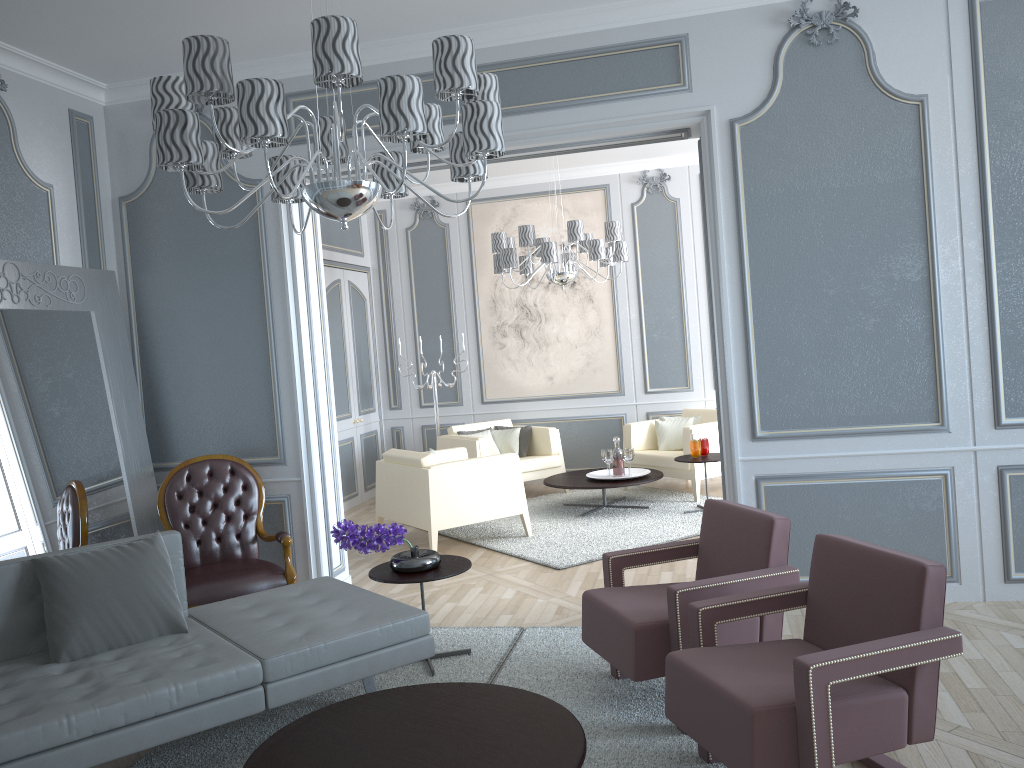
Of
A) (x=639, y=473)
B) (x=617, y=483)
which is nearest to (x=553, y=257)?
(x=617, y=483)

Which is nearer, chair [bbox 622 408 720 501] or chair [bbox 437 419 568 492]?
chair [bbox 622 408 720 501]

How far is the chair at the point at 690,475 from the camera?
6.5m

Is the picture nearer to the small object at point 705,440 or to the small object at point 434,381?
the small object at point 434,381

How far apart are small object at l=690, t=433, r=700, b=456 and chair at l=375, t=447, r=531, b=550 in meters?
1.3

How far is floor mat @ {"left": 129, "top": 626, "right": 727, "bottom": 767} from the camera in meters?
2.7

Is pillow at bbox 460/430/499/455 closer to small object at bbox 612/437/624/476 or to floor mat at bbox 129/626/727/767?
small object at bbox 612/437/624/476

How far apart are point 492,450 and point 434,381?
0.8 meters

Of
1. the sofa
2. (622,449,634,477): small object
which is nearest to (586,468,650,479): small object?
(622,449,634,477): small object

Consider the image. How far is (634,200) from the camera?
7.6m
